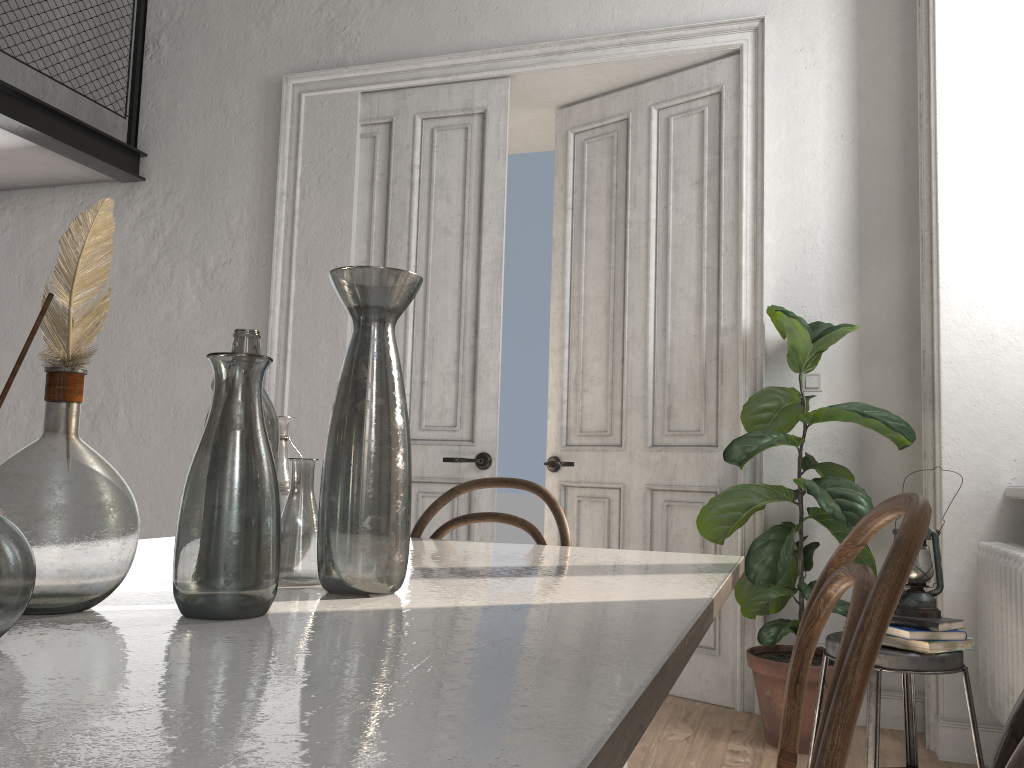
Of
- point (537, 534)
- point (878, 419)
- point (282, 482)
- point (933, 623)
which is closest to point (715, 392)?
point (878, 419)

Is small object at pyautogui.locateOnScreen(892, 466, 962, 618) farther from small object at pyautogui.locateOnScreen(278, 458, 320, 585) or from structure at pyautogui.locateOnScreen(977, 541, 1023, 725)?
small object at pyautogui.locateOnScreen(278, 458, 320, 585)

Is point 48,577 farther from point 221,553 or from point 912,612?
point 912,612

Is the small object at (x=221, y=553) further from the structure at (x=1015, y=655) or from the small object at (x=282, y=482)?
the structure at (x=1015, y=655)

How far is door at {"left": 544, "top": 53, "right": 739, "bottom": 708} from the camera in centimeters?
384cm

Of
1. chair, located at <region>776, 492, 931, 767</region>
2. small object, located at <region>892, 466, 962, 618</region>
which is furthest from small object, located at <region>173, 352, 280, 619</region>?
small object, located at <region>892, 466, 962, 618</region>

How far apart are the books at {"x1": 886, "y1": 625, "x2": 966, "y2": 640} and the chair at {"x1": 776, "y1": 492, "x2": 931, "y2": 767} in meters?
1.2 m

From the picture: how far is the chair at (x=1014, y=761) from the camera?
0.50m

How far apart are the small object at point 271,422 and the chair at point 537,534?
1.0 meters

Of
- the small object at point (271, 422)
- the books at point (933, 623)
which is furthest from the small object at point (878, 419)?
the small object at point (271, 422)
